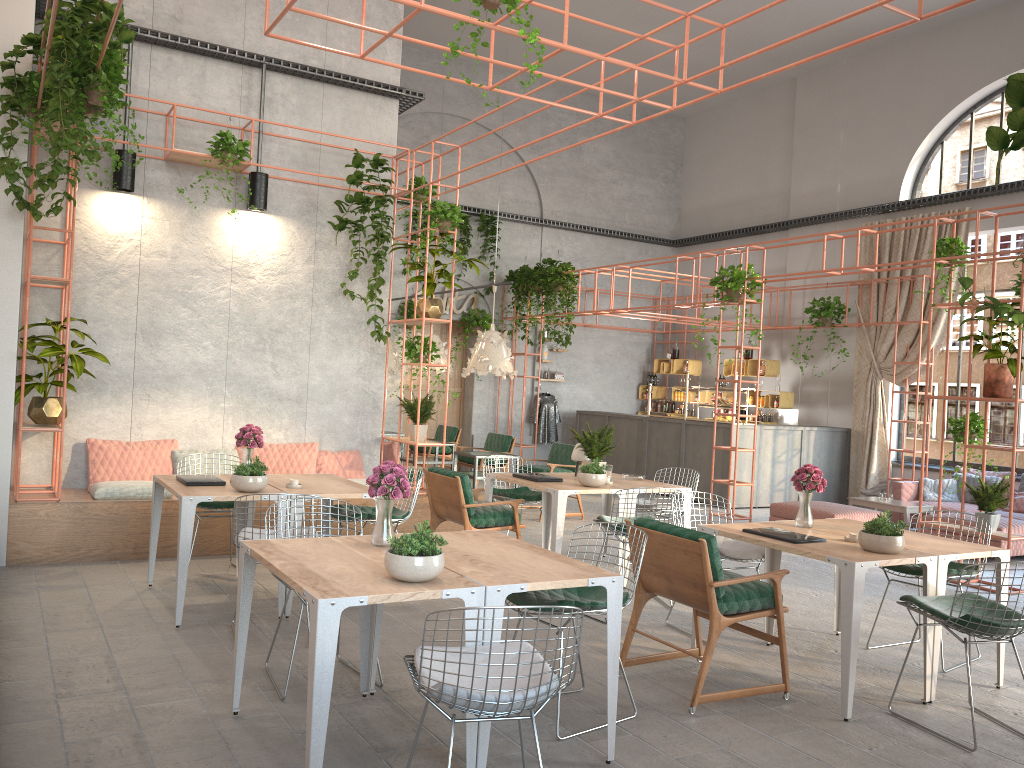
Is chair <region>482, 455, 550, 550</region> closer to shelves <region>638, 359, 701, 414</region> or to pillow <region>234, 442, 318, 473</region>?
pillow <region>234, 442, 318, 473</region>

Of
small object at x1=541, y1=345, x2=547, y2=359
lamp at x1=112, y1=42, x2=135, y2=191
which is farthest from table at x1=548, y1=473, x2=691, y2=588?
small object at x1=541, y1=345, x2=547, y2=359

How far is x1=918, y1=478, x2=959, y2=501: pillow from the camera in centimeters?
1145cm

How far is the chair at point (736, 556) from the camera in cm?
585

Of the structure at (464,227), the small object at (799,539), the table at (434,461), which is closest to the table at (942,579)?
the small object at (799,539)

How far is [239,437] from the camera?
6.58m

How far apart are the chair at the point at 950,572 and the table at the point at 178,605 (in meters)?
4.03

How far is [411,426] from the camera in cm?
908

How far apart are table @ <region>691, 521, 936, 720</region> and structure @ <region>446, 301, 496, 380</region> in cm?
1015

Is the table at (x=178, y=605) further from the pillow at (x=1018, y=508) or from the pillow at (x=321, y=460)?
the pillow at (x=1018, y=508)
